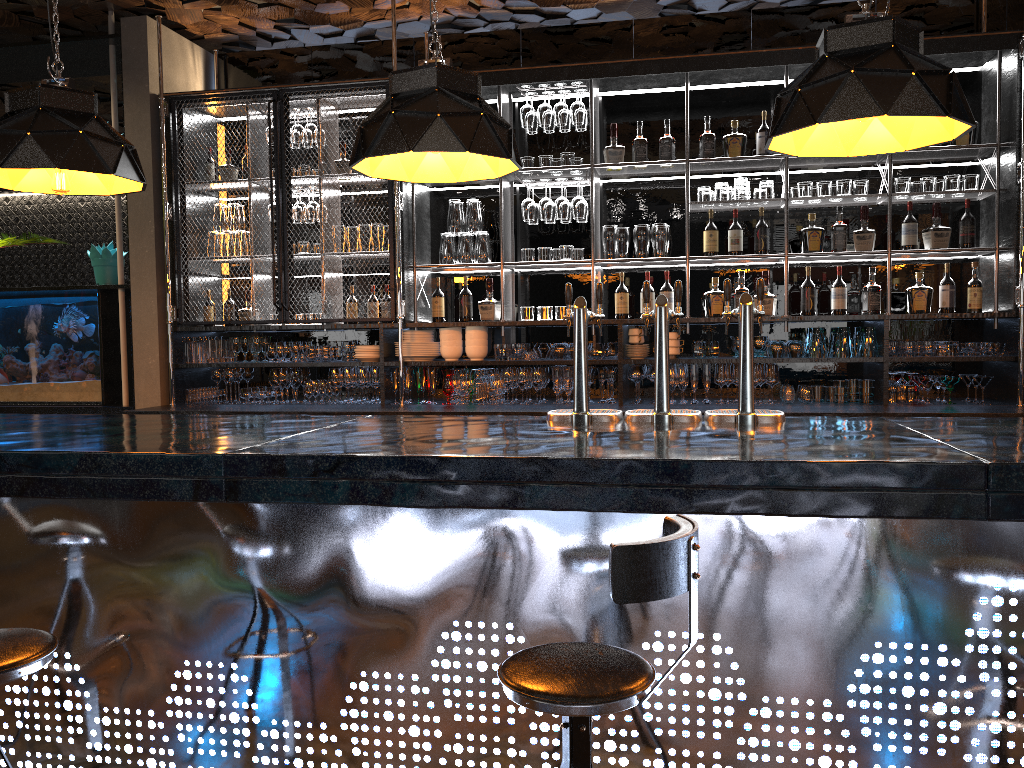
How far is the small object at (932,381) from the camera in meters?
5.0 m

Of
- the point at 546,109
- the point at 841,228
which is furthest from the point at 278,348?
the point at 841,228

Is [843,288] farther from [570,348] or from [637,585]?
[637,585]

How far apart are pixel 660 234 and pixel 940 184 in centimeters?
163cm

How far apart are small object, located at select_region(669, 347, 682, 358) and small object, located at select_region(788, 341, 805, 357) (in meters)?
0.65

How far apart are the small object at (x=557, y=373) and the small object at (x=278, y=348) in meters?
1.8

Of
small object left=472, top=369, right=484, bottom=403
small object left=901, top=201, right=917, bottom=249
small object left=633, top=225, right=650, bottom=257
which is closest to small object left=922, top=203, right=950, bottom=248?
small object left=901, top=201, right=917, bottom=249

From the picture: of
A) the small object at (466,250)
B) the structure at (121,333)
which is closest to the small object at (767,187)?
the small object at (466,250)

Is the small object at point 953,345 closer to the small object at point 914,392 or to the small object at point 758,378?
the small object at point 914,392

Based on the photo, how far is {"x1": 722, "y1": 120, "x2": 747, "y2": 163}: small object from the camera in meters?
5.3 m
